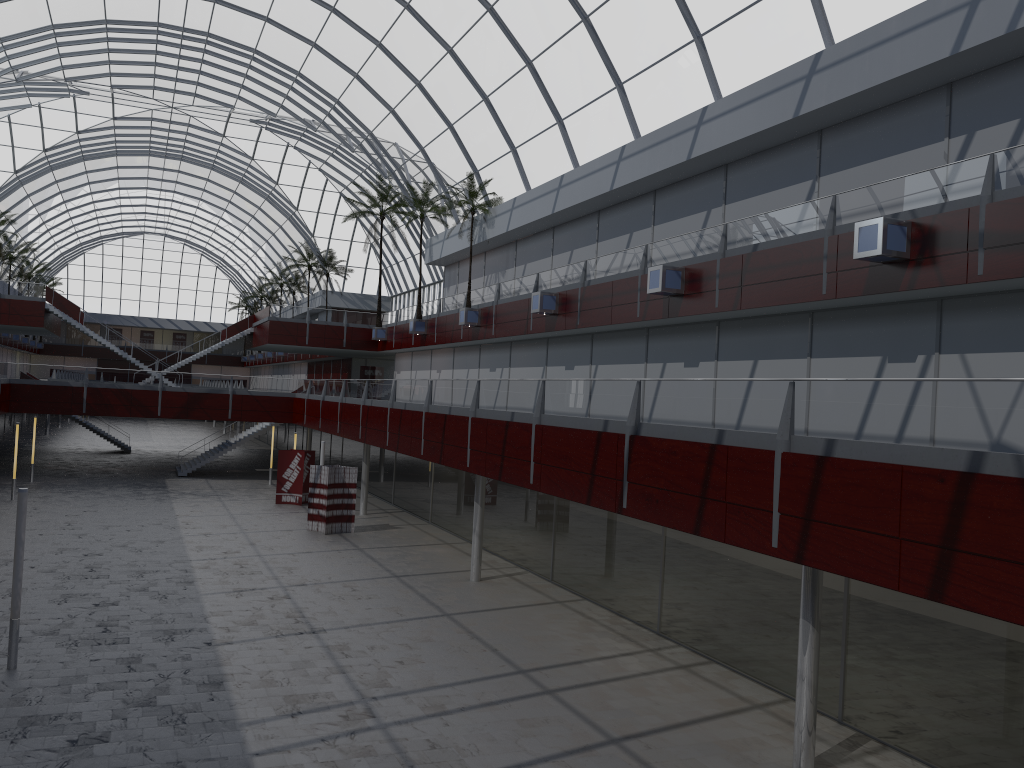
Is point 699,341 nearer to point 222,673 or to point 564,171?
point 564,171
